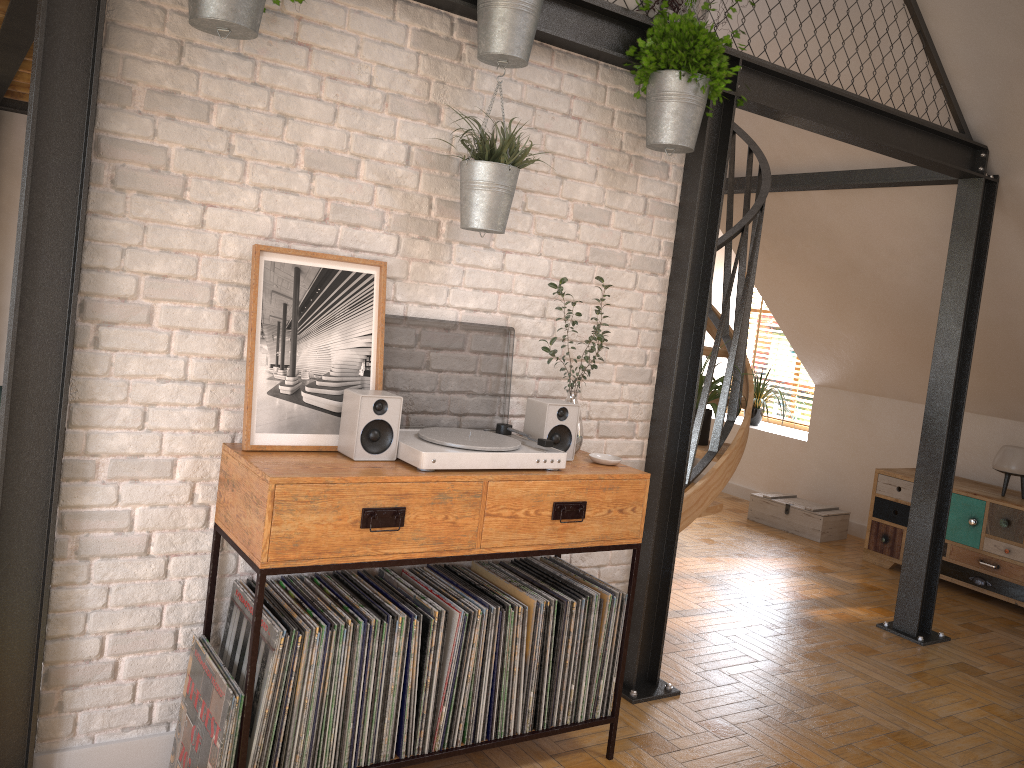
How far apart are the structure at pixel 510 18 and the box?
4.7 meters

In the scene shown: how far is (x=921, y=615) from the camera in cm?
466

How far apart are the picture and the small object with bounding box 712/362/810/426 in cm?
550

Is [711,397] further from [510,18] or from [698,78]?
[510,18]

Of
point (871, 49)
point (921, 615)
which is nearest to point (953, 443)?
point (921, 615)

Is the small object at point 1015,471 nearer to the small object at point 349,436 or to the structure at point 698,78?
the structure at point 698,78

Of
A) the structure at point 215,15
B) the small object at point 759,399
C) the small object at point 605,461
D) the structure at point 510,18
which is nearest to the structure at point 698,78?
the structure at point 510,18

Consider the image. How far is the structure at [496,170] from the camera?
2.6 meters

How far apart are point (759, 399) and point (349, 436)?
5.9 meters

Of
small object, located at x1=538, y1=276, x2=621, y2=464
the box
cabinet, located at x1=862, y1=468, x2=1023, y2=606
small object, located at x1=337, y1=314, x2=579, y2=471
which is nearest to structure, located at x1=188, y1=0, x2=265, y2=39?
small object, located at x1=337, y1=314, x2=579, y2=471
